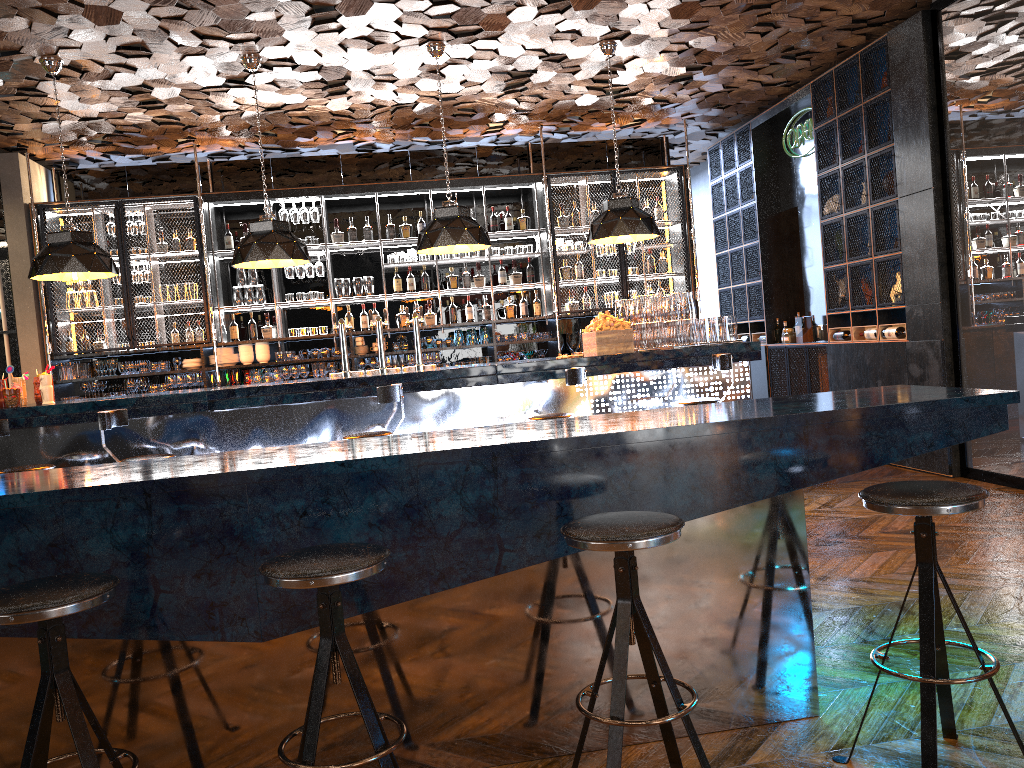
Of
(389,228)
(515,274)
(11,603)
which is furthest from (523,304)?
(11,603)

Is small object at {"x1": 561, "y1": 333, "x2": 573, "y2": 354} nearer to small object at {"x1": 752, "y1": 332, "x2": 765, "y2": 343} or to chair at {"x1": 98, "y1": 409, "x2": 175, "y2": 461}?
small object at {"x1": 752, "y1": 332, "x2": 765, "y2": 343}

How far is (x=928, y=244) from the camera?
6.8 meters

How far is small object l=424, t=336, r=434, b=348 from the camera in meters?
9.3 m

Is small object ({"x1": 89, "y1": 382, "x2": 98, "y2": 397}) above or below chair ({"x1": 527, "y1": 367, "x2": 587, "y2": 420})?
above

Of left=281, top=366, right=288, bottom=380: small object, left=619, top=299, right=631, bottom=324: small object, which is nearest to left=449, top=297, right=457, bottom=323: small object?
left=281, top=366, right=288, bottom=380: small object

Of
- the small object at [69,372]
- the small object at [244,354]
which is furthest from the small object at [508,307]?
the small object at [69,372]

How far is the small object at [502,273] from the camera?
9.6 meters

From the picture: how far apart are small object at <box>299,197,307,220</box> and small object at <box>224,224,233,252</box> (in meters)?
0.79

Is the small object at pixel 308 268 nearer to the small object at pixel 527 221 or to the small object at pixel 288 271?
the small object at pixel 288 271
